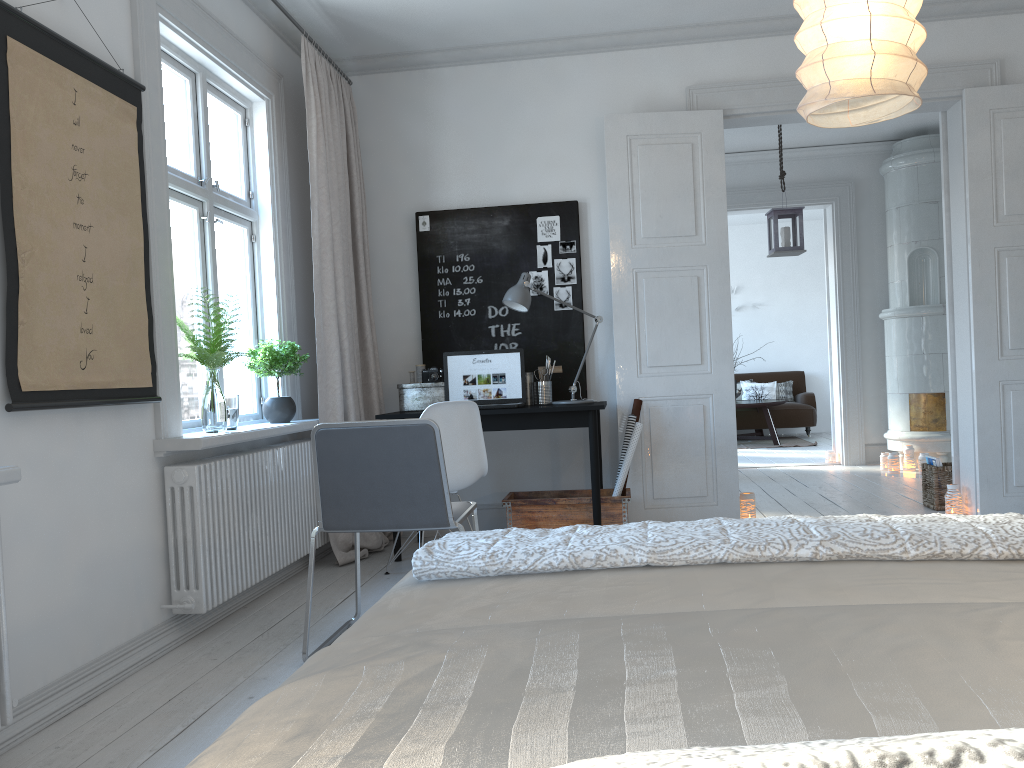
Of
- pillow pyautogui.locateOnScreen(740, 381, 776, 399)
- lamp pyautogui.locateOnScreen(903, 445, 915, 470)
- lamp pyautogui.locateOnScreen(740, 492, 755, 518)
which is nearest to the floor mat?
pillow pyautogui.locateOnScreen(740, 381, 776, 399)

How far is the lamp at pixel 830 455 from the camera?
7.96m

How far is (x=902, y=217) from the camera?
7.36m

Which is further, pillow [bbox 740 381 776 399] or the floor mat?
pillow [bbox 740 381 776 399]

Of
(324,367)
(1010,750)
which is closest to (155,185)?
(324,367)

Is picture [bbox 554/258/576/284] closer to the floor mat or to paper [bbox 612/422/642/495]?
paper [bbox 612/422/642/495]

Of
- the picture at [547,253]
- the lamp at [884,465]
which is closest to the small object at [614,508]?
the picture at [547,253]

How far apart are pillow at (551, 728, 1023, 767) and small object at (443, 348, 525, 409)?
3.90m

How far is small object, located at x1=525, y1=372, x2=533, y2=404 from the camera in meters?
5.0

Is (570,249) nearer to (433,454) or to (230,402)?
(230,402)
